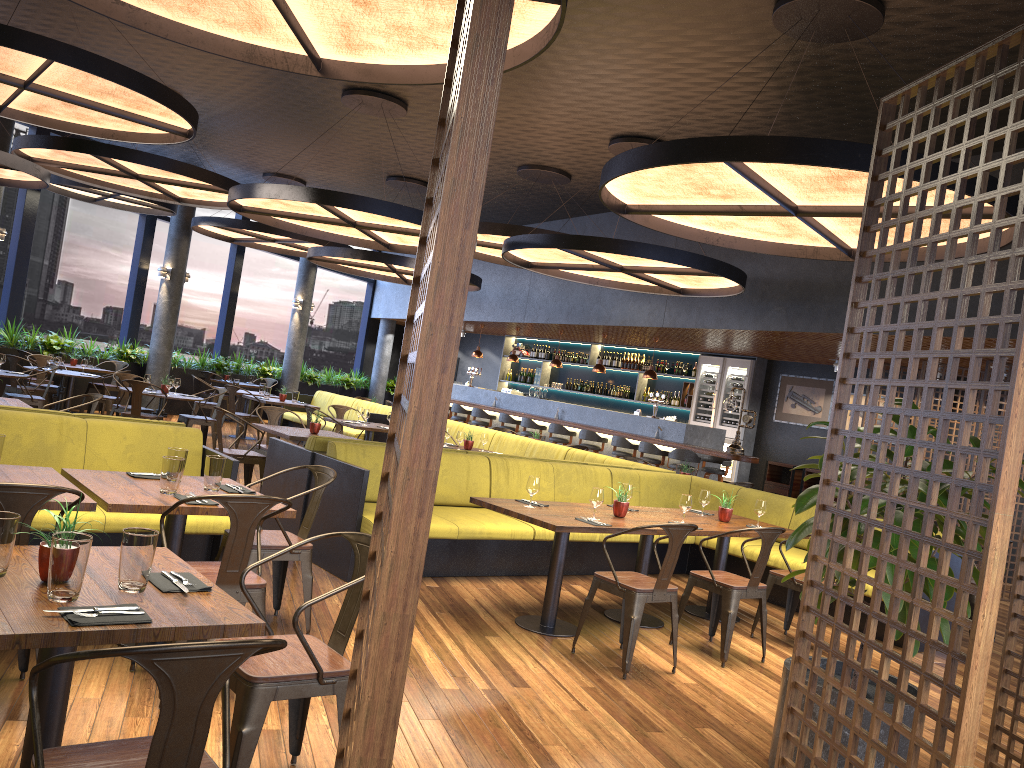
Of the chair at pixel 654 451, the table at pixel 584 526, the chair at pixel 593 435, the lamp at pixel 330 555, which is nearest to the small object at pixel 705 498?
the lamp at pixel 330 555

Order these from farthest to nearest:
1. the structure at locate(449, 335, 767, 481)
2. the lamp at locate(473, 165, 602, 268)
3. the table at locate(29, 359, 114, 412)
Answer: the table at locate(29, 359, 114, 412) → the structure at locate(449, 335, 767, 481) → the lamp at locate(473, 165, 602, 268)

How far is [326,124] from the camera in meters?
11.4

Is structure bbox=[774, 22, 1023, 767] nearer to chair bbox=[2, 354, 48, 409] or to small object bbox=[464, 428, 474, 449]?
small object bbox=[464, 428, 474, 449]

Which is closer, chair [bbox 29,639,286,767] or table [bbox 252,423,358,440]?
chair [bbox 29,639,286,767]

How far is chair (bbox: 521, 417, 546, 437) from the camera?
15.34m

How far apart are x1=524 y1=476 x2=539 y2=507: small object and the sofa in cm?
803

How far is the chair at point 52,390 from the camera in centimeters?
1256cm

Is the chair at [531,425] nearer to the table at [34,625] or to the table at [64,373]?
the table at [64,373]

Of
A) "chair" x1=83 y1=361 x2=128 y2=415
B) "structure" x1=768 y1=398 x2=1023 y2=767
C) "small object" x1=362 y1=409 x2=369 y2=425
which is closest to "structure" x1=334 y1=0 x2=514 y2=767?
"structure" x1=768 y1=398 x2=1023 y2=767
